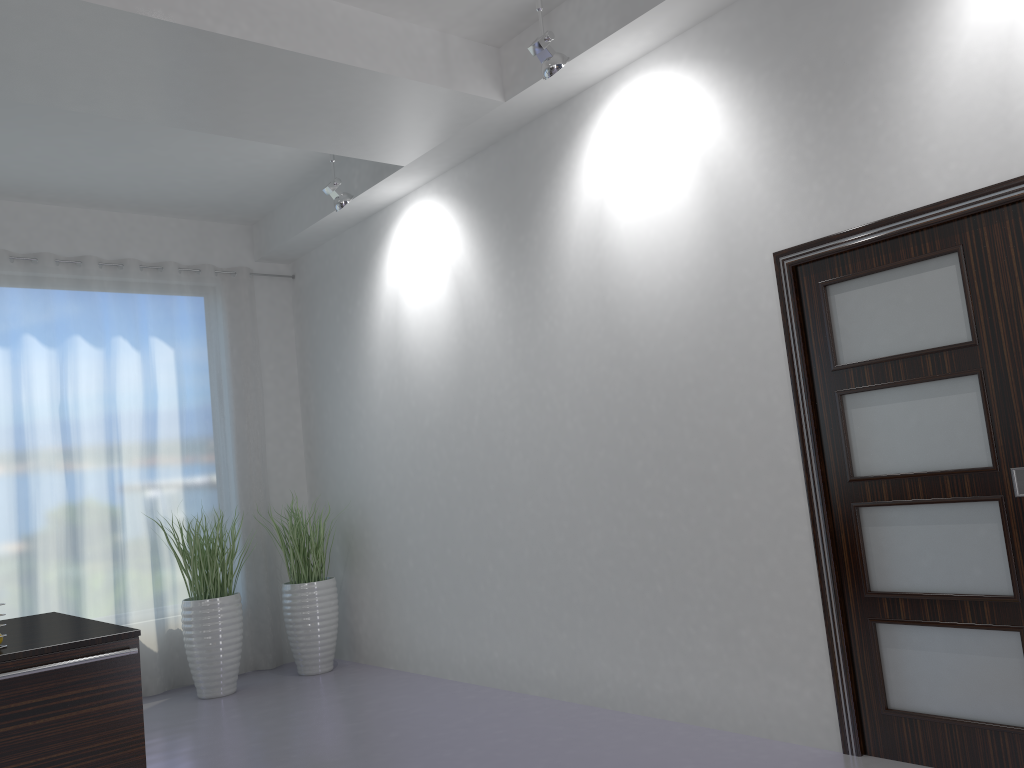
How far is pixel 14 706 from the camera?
2.7m

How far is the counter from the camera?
2.8m

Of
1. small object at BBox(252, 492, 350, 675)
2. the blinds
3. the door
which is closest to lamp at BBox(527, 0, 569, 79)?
the door

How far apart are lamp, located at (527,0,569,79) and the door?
1.3 meters

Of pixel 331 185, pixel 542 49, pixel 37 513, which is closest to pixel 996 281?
pixel 542 49

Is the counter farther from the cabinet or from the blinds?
the blinds

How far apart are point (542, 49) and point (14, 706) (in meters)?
3.23

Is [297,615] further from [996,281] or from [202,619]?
[996,281]

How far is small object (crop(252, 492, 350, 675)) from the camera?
6.27m

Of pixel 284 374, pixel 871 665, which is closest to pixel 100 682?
pixel 871 665
